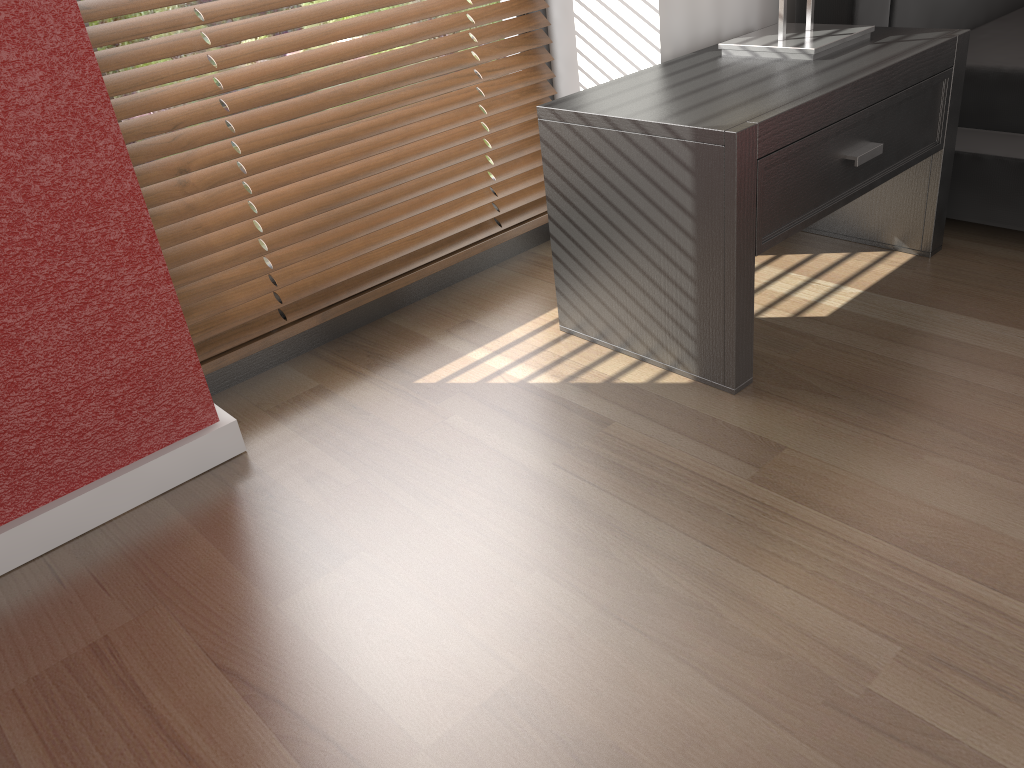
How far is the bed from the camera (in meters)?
1.71

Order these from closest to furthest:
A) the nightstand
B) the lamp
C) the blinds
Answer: the nightstand → the blinds → the lamp

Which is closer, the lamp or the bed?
the lamp

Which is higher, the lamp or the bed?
the lamp

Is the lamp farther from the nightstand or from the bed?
the bed

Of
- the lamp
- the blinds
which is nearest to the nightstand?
the lamp

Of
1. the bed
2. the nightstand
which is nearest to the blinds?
the nightstand

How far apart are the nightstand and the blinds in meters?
0.3

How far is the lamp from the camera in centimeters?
155cm

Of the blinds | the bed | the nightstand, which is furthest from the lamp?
the blinds
